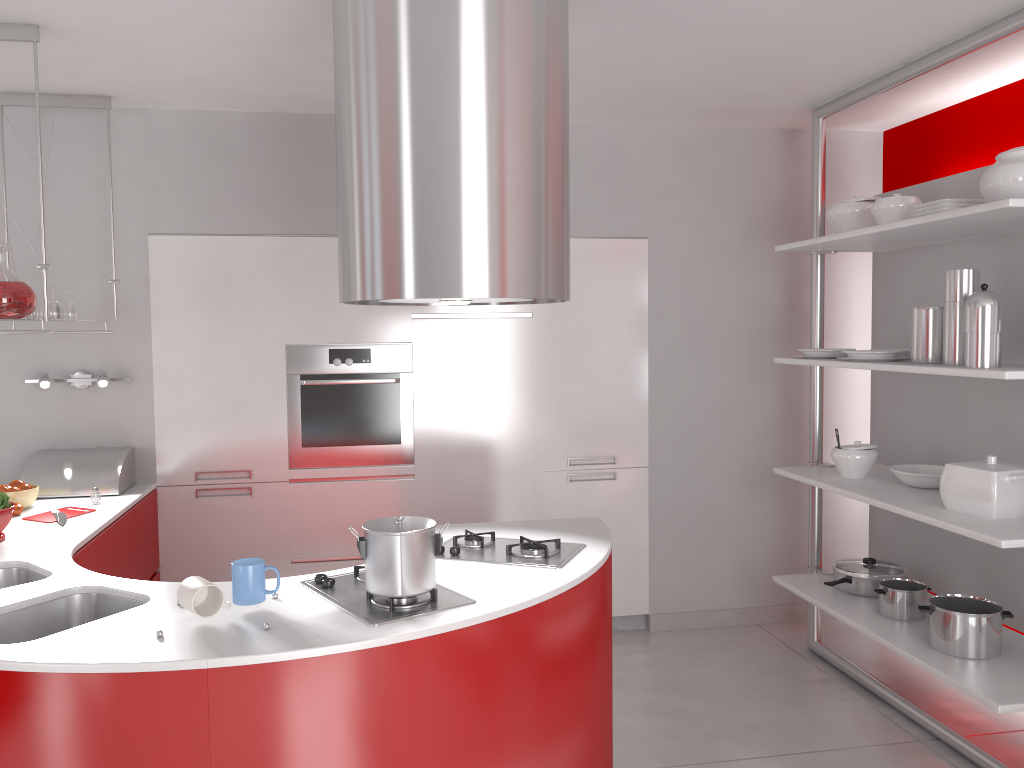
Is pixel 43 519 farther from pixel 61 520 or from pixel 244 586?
pixel 244 586

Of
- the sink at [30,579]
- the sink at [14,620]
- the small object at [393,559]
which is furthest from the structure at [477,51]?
the sink at [30,579]

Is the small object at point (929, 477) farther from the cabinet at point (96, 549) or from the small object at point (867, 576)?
the cabinet at point (96, 549)

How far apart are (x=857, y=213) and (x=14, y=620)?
3.4 meters

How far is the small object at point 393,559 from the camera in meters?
2.2

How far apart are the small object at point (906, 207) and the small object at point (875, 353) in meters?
0.5

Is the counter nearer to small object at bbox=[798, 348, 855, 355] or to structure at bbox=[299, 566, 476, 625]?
structure at bbox=[299, 566, 476, 625]

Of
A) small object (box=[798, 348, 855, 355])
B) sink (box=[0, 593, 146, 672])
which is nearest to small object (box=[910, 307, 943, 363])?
small object (box=[798, 348, 855, 355])

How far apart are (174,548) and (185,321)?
1.07m

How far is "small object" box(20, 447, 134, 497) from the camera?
3.78m
